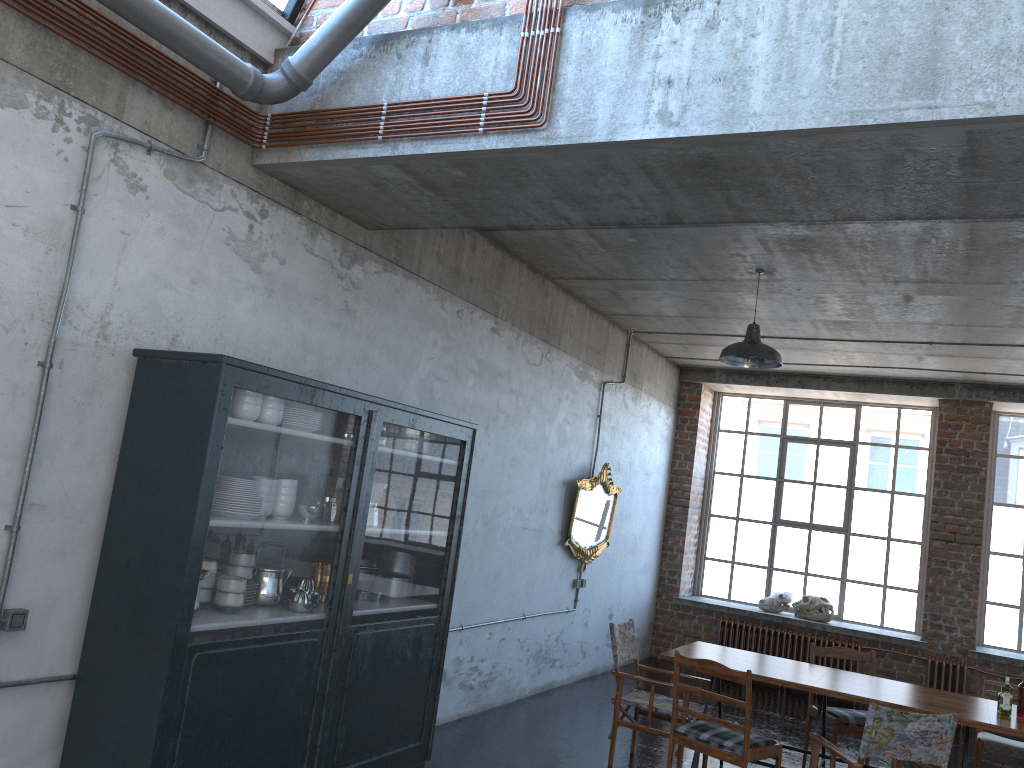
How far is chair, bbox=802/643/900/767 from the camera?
Answer: 6.8 meters

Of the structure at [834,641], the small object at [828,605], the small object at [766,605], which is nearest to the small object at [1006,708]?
the structure at [834,641]

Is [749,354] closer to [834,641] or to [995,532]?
[834,641]

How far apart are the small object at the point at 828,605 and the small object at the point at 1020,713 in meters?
5.3 m

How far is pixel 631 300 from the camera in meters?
8.7 m

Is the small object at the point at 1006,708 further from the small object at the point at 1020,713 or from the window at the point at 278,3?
the window at the point at 278,3

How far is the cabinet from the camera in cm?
386

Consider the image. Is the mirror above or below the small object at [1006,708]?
above

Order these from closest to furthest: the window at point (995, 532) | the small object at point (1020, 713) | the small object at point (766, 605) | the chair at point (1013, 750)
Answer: the small object at point (1020, 713) < the chair at point (1013, 750) < the window at point (995, 532) < the small object at point (766, 605)

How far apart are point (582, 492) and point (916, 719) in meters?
4.5
